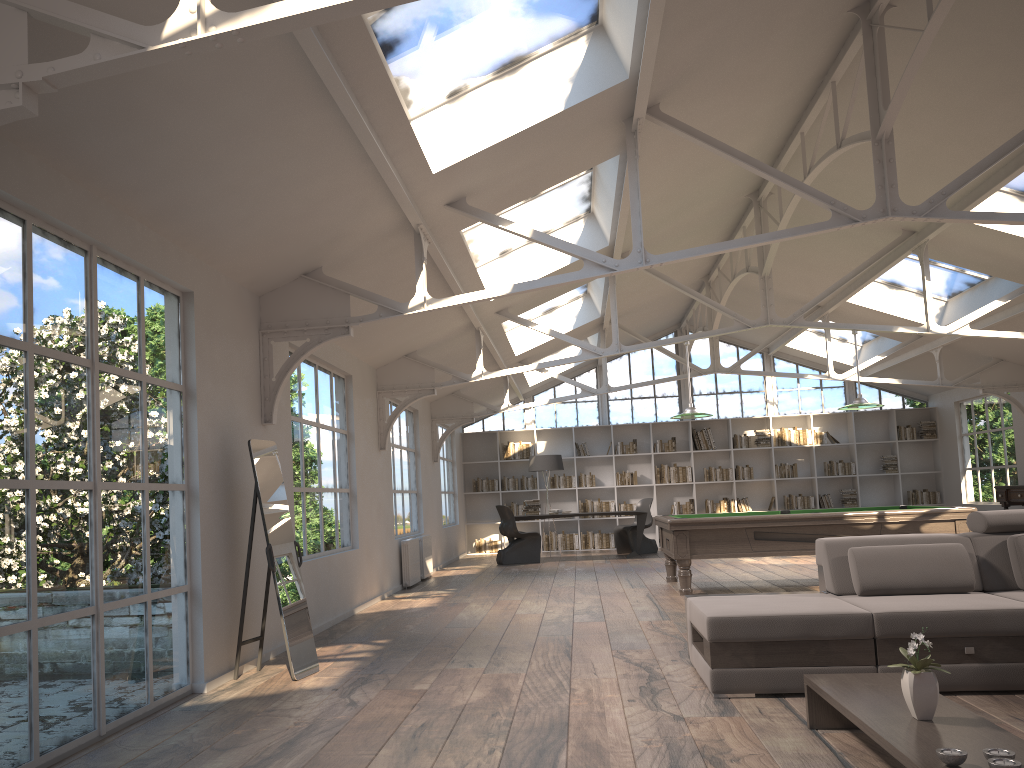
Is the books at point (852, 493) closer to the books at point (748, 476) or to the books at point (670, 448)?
the books at point (748, 476)

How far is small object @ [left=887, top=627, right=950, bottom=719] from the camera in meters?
3.0

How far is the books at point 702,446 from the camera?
16.56m

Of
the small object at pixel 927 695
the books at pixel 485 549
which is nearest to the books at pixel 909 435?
the books at pixel 485 549

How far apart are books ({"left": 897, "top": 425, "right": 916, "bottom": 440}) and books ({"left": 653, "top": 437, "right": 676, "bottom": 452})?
4.16m

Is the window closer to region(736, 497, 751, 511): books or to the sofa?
region(736, 497, 751, 511): books

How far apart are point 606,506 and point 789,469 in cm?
345

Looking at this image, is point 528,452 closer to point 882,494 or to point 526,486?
Result: point 526,486

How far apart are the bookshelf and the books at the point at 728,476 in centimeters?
12cm

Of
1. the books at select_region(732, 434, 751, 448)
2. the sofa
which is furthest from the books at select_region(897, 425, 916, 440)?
the sofa
